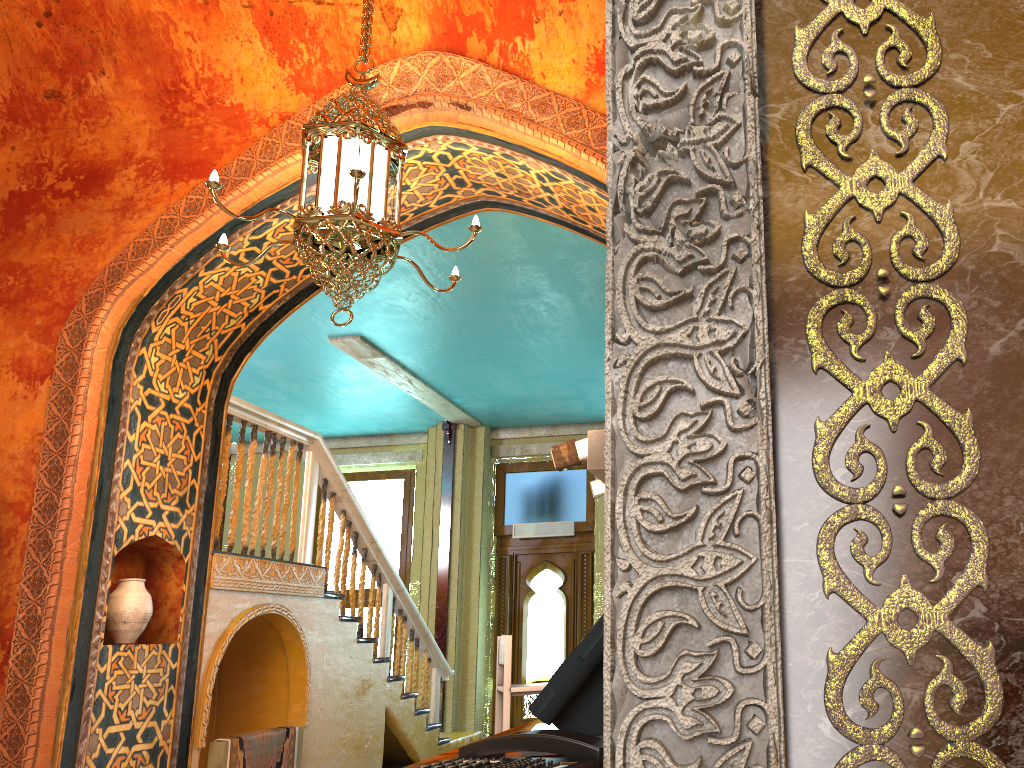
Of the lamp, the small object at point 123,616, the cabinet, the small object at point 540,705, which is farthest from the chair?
the small object at point 540,705

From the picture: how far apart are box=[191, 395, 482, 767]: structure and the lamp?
2.46m

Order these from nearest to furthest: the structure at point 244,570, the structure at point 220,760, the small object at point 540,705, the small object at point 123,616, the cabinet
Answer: the small object at point 540,705 < the cabinet < the small object at point 123,616 < the structure at point 220,760 < the structure at point 244,570

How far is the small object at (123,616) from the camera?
5.6m

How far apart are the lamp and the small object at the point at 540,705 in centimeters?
251cm

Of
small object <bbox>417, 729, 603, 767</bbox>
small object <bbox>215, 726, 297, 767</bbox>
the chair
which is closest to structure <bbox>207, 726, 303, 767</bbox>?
small object <bbox>215, 726, 297, 767</bbox>

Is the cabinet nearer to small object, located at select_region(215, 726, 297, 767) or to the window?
small object, located at select_region(215, 726, 297, 767)

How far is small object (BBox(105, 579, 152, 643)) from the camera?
5.6m

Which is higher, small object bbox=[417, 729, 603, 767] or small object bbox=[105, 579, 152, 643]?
small object bbox=[105, 579, 152, 643]

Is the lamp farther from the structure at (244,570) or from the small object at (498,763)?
the small object at (498,763)
